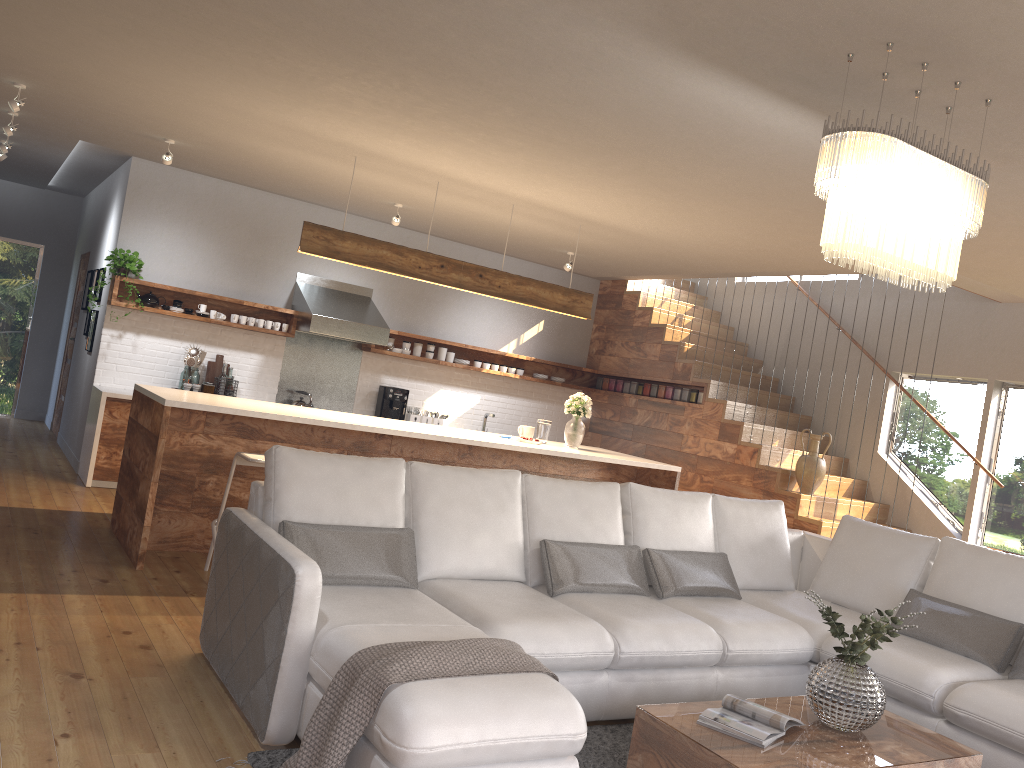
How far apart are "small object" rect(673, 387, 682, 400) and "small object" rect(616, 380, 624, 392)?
0.9m

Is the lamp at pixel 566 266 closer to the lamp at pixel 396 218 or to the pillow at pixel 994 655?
the lamp at pixel 396 218

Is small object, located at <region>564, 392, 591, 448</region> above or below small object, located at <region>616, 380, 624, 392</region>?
below

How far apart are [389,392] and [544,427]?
2.4m

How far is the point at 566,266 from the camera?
8.4m

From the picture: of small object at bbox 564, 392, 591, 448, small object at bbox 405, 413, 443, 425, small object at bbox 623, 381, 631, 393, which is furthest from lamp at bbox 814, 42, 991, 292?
small object at bbox 623, 381, 631, 393

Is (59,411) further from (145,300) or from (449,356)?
(449,356)

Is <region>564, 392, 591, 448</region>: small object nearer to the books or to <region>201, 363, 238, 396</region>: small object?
<region>201, 363, 238, 396</region>: small object

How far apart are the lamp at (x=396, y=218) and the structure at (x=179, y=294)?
1.5m

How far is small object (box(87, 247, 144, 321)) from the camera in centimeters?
746cm
